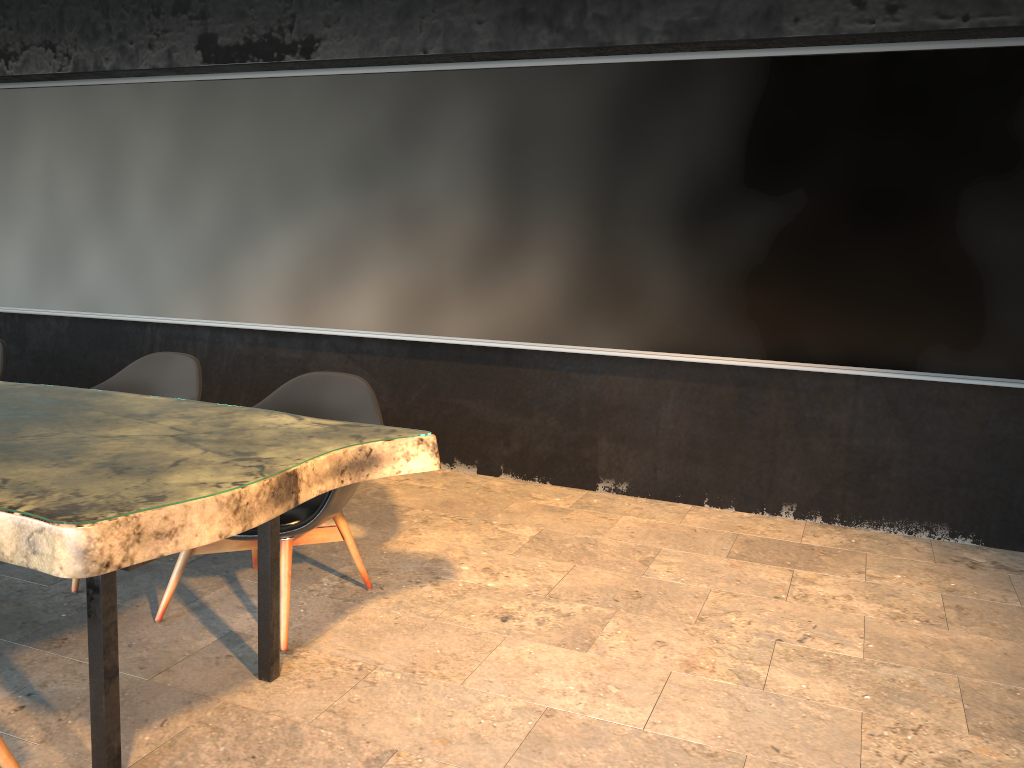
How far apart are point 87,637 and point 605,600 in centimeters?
193cm

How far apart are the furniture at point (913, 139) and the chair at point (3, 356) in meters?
1.4 m

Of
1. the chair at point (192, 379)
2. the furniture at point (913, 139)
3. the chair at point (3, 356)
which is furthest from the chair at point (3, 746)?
the furniture at point (913, 139)

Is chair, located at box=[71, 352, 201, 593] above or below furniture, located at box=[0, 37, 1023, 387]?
below

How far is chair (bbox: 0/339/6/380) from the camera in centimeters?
434cm

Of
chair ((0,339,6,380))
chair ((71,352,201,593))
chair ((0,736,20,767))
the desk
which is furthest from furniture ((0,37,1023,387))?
chair ((0,736,20,767))

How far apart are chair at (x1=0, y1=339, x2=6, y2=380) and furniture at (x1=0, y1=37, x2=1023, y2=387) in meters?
1.4

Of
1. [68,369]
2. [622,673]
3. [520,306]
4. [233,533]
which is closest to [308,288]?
[520,306]

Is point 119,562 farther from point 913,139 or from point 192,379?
point 913,139

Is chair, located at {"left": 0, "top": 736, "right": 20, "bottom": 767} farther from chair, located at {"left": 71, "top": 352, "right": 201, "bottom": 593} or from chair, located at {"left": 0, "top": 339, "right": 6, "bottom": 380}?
chair, located at {"left": 0, "top": 339, "right": 6, "bottom": 380}
